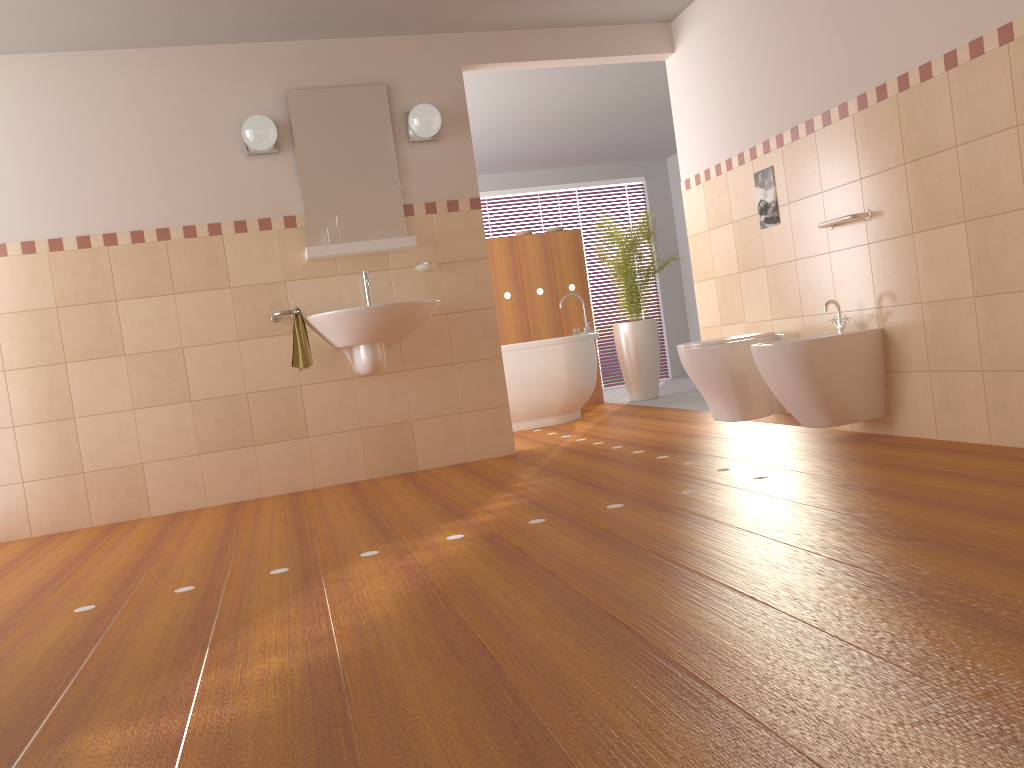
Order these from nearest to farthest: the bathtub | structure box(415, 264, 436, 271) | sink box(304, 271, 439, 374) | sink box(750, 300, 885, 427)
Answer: sink box(750, 300, 885, 427)
sink box(304, 271, 439, 374)
structure box(415, 264, 436, 271)
the bathtub

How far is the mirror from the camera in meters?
4.5 m

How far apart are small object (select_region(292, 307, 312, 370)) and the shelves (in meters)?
0.32

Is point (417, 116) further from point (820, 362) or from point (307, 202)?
point (820, 362)

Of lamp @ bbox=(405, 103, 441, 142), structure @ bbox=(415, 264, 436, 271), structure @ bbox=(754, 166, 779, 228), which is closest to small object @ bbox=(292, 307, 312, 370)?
structure @ bbox=(415, 264, 436, 271)

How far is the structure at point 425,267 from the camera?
4.6m

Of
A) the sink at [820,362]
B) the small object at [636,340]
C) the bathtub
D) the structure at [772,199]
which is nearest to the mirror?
the bathtub

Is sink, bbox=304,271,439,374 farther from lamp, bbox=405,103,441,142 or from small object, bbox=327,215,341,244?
lamp, bbox=405,103,441,142

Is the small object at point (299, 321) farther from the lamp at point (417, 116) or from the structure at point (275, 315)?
the lamp at point (417, 116)

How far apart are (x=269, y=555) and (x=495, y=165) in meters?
6.0 m
